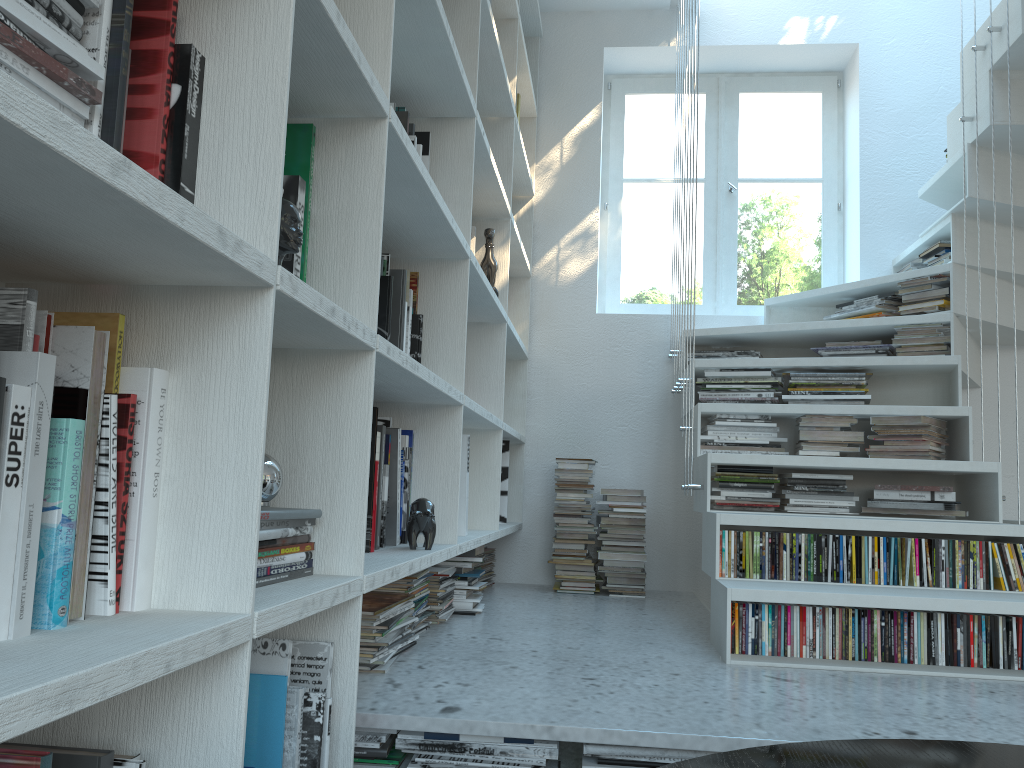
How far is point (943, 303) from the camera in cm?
314

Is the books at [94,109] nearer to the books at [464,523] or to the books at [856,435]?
the books at [464,523]

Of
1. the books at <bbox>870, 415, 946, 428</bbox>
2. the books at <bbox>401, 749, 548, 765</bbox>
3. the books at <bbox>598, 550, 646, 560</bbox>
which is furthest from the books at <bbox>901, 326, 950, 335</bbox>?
the books at <bbox>401, 749, 548, 765</bbox>

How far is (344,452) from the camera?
1.3m

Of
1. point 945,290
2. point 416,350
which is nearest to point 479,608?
point 416,350

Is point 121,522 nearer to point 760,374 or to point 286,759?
point 286,759

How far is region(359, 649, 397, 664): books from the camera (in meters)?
1.89

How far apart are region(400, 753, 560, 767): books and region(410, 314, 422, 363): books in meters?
0.9 m

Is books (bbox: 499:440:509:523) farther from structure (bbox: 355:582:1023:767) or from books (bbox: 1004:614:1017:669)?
books (bbox: 1004:614:1017:669)

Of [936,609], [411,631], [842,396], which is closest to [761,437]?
[842,396]
